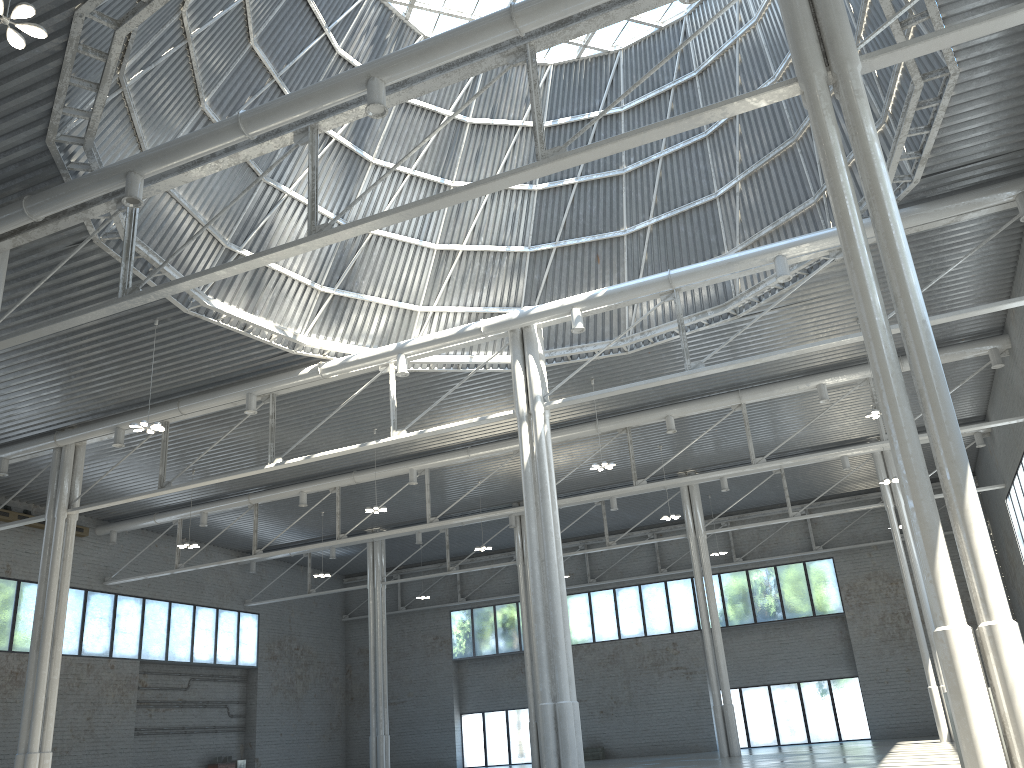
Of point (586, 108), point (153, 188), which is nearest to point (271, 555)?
point (586, 108)
